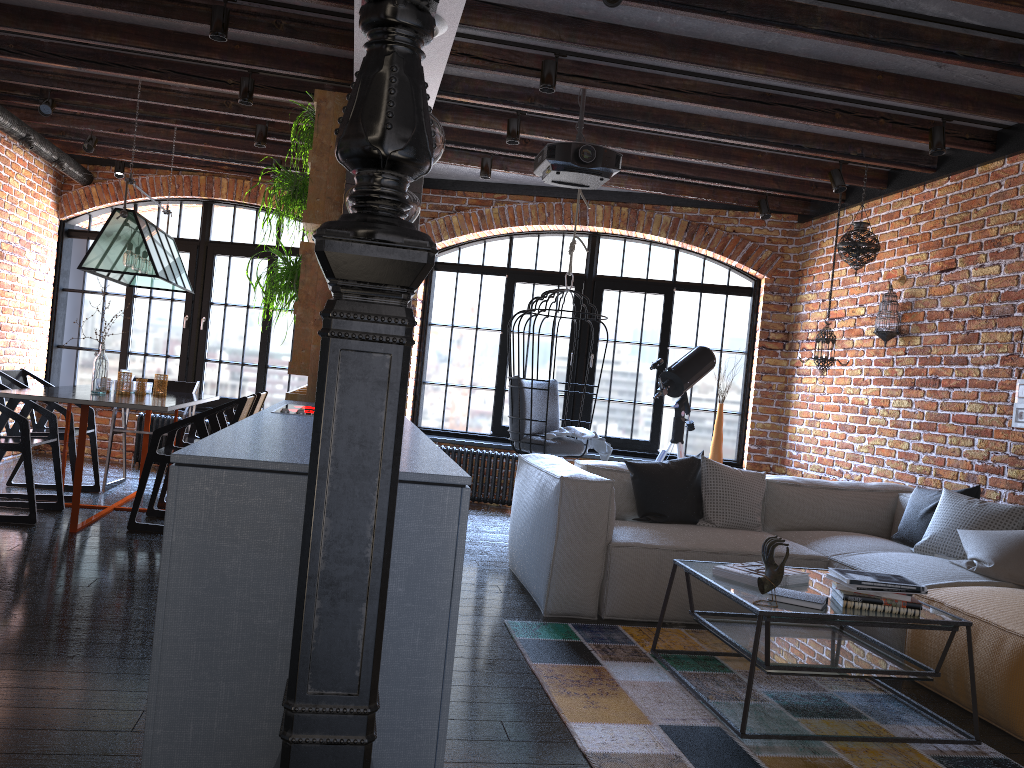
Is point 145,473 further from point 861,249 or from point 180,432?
point 861,249

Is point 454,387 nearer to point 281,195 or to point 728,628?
point 281,195

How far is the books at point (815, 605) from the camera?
2.90m

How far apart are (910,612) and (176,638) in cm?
232

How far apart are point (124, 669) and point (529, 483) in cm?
222

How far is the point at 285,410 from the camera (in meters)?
3.49

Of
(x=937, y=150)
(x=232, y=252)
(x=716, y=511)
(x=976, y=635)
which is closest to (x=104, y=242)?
(x=232, y=252)

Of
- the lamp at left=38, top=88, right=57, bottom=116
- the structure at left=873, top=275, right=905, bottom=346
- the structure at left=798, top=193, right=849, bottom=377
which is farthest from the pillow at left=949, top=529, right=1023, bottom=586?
the lamp at left=38, top=88, right=57, bottom=116

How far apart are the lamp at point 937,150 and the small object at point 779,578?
3.0m

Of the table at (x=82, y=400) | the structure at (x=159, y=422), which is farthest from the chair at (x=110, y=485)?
the structure at (x=159, y=422)
